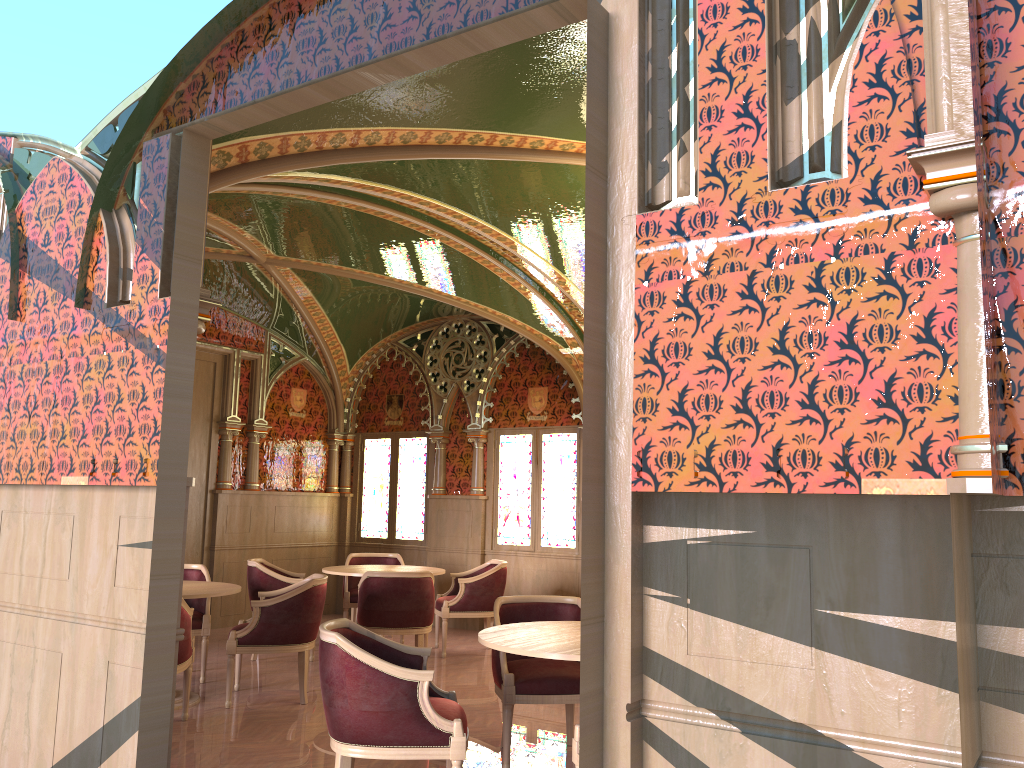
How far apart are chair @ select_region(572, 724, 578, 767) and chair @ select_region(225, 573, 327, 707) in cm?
304

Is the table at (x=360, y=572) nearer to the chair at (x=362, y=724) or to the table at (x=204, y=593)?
the table at (x=204, y=593)

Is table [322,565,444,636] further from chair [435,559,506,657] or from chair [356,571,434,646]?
chair [356,571,434,646]

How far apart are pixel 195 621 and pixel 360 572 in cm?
155

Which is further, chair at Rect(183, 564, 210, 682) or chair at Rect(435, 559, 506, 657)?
chair at Rect(435, 559, 506, 657)

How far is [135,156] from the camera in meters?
4.2

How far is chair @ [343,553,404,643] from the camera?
8.75m

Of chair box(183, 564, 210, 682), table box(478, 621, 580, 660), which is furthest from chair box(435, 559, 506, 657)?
table box(478, 621, 580, 660)

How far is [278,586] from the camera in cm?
778

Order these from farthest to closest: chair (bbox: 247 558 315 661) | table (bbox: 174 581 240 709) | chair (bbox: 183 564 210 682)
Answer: chair (bbox: 247 558 315 661)
chair (bbox: 183 564 210 682)
table (bbox: 174 581 240 709)
